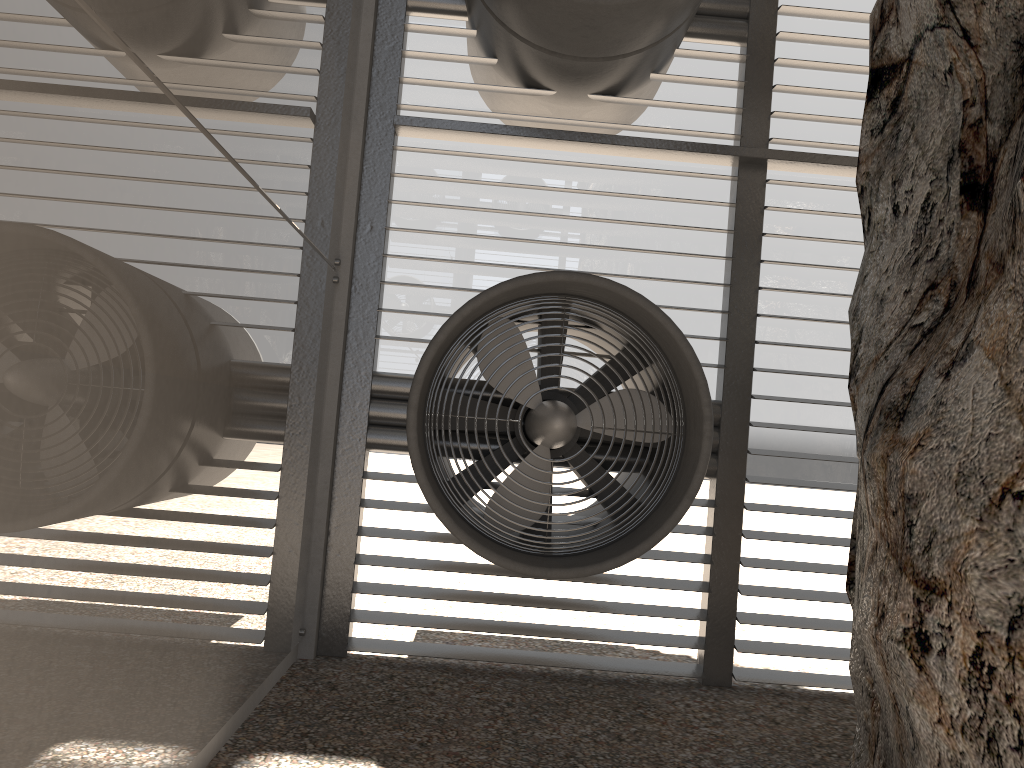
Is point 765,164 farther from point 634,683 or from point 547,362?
point 634,683
